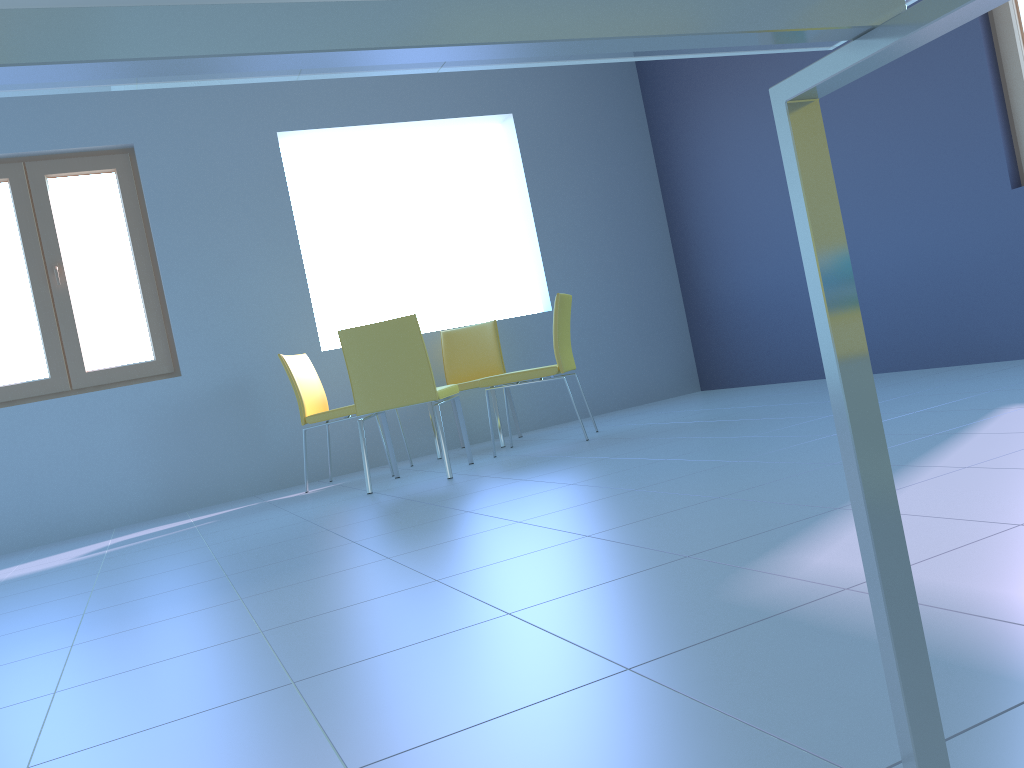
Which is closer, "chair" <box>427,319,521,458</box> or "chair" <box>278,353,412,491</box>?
"chair" <box>278,353,412,491</box>

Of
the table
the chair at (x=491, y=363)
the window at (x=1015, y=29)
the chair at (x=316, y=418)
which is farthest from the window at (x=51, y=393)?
the table

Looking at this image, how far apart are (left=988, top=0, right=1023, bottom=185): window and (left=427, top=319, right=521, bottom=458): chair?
2.7m

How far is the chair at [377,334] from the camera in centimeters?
367cm

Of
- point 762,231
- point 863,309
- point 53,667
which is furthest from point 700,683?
point 762,231

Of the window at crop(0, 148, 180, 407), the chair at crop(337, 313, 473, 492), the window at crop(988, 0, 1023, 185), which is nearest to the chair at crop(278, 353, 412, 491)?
the chair at crop(337, 313, 473, 492)

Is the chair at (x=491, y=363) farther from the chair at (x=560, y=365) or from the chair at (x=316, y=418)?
the chair at (x=316, y=418)

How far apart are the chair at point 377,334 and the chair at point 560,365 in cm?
20

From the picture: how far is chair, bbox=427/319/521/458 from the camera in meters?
5.1 m

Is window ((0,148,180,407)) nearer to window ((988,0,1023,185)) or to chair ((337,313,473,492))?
chair ((337,313,473,492))
